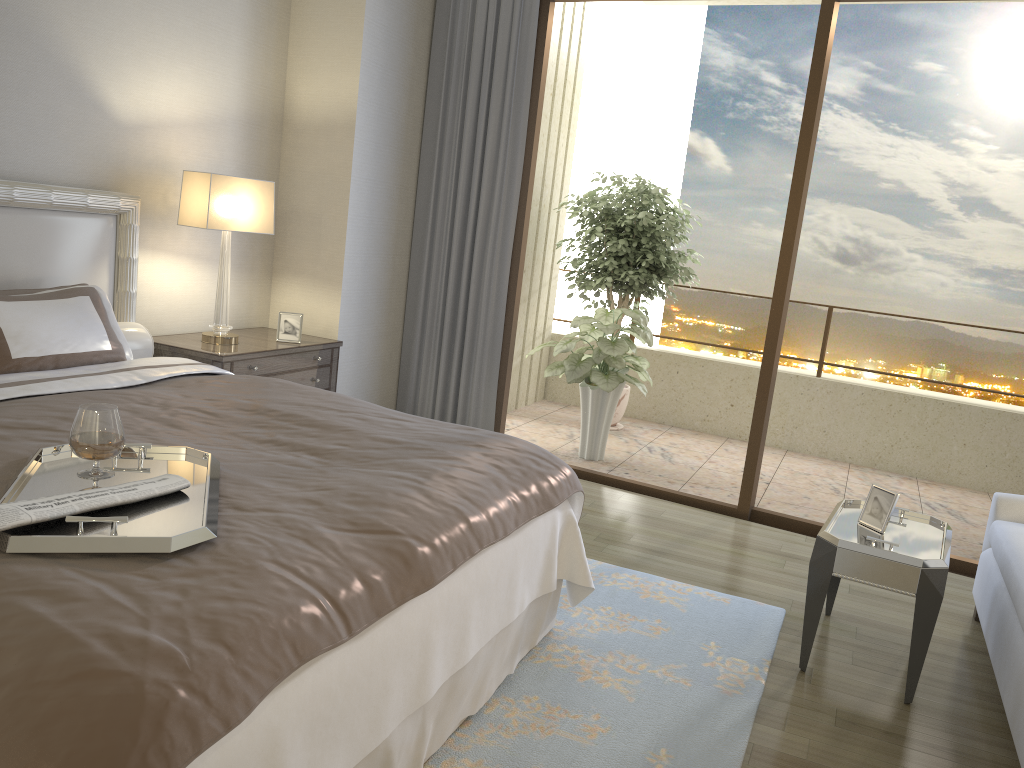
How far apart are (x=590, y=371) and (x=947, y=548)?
2.8m

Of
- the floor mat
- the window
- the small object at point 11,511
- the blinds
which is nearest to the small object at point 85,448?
the small object at point 11,511

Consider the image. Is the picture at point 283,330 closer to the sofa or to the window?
the window

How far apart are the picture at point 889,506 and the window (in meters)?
1.49

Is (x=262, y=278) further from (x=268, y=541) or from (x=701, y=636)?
(x=268, y=541)

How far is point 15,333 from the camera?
2.9 meters

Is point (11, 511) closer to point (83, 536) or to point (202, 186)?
point (83, 536)

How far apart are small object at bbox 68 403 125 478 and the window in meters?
3.5 m

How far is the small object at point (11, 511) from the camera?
1.51m

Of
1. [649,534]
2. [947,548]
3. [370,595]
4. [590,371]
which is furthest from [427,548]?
[590,371]
